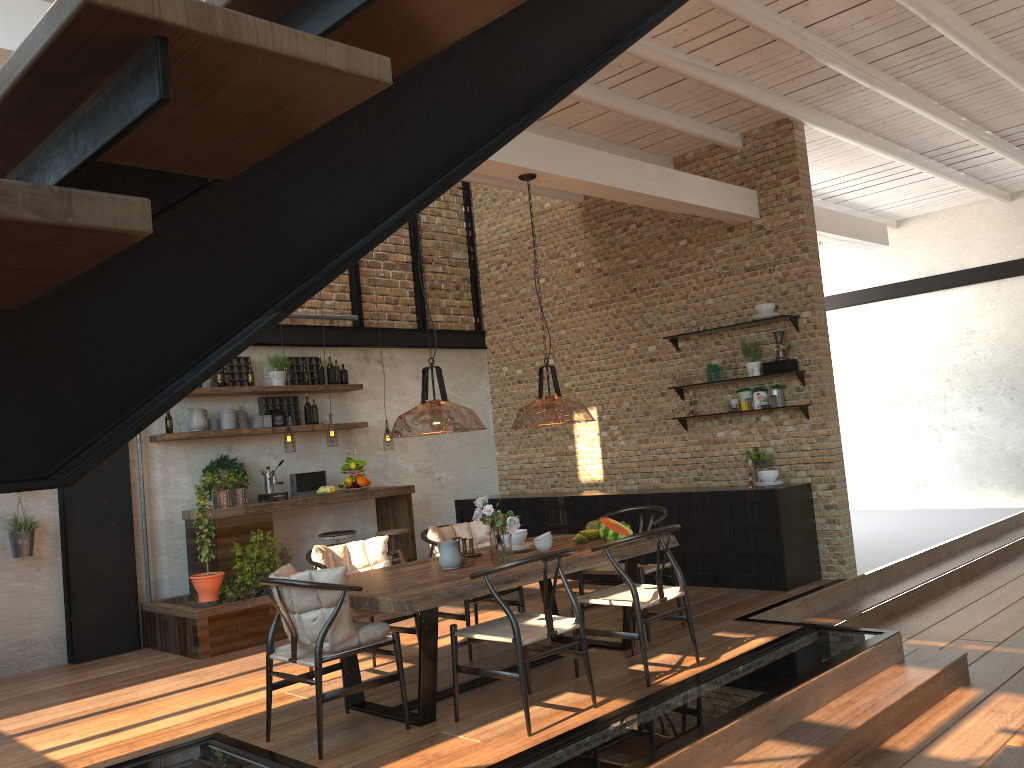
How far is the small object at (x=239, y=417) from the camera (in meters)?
8.17

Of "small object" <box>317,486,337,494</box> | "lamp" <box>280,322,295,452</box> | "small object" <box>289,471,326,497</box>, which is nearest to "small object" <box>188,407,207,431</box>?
"small object" <box>289,471,326,497</box>

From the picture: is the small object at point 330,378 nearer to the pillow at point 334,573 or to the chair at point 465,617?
the chair at point 465,617

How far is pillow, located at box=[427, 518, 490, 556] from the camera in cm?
626

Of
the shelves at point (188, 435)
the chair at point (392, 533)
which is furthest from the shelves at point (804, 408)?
the shelves at point (188, 435)

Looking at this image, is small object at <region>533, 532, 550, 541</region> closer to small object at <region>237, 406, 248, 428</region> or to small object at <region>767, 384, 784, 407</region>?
small object at <region>767, 384, 784, 407</region>

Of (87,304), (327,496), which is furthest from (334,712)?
(87,304)

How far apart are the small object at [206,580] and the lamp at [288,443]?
2.4m

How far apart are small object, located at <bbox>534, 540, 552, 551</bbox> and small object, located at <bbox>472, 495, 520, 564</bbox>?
0.4m

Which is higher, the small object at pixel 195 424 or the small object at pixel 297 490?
the small object at pixel 195 424
